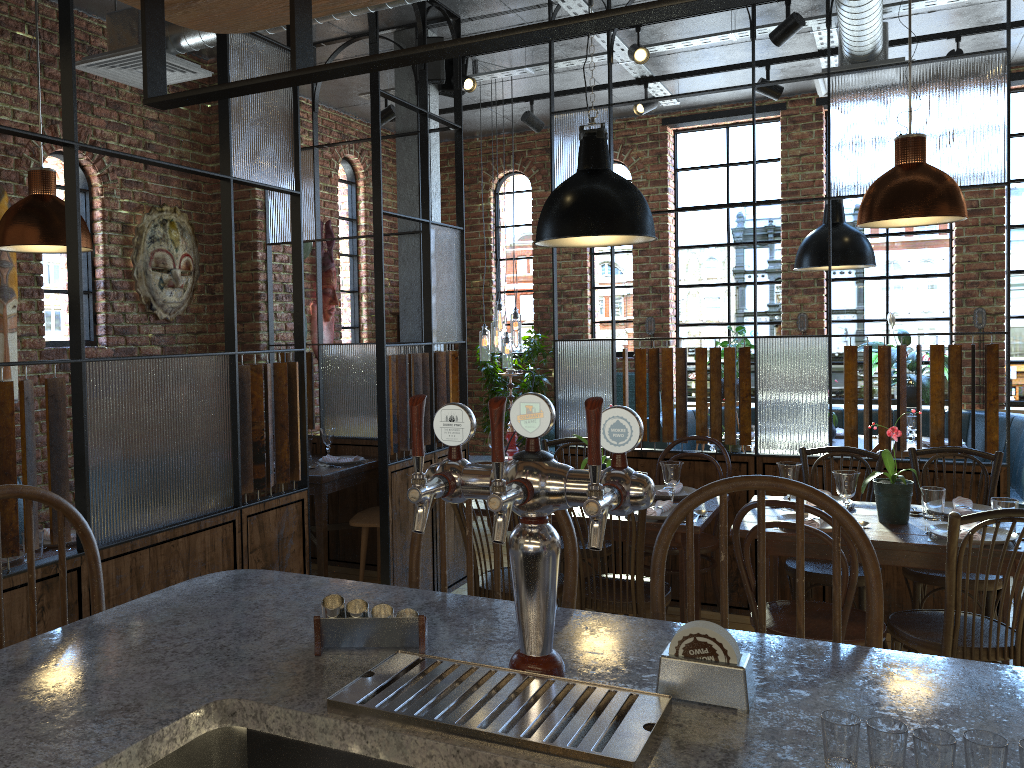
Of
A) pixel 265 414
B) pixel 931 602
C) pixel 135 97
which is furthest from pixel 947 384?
pixel 135 97

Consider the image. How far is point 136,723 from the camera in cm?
114

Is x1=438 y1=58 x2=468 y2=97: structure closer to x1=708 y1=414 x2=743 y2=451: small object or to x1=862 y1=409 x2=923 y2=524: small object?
x1=708 y1=414 x2=743 y2=451: small object

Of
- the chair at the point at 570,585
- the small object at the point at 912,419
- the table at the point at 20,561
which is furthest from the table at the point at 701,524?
the small object at the point at 912,419

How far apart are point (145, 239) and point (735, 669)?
4.7m

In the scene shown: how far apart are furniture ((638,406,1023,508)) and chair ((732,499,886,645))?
3.1m

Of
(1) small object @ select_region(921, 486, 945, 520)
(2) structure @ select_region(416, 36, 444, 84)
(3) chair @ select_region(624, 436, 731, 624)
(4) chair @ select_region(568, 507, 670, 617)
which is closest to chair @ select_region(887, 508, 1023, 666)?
(1) small object @ select_region(921, 486, 945, 520)

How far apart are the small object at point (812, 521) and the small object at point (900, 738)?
2.35m

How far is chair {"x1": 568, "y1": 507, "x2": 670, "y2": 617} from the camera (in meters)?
3.34

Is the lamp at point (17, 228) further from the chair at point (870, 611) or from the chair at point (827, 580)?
the chair at point (827, 580)
